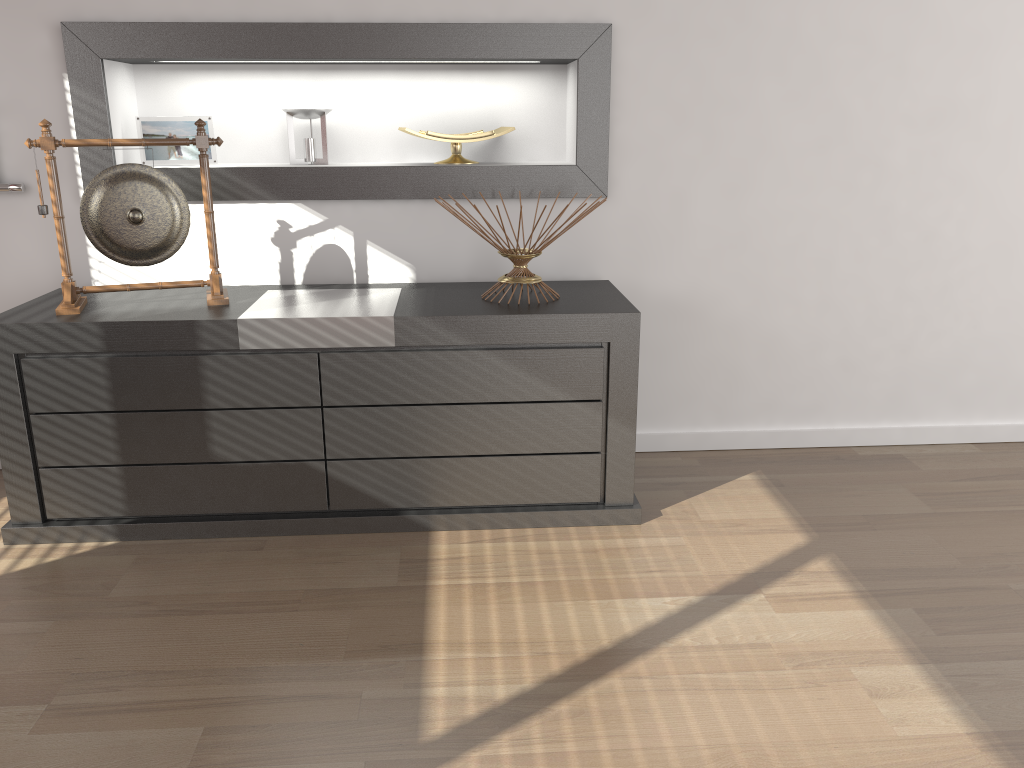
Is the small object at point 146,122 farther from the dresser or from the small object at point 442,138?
the small object at point 442,138

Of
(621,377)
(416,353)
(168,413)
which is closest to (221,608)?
(168,413)

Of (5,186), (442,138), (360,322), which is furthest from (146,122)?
(360,322)

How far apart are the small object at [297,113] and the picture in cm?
80

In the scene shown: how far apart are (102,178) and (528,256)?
1.2 meters

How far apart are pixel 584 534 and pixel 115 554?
1.25m

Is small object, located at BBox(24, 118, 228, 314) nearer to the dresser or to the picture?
the dresser

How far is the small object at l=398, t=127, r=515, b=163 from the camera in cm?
275

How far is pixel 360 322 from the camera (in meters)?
2.30

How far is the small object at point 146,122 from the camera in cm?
274
